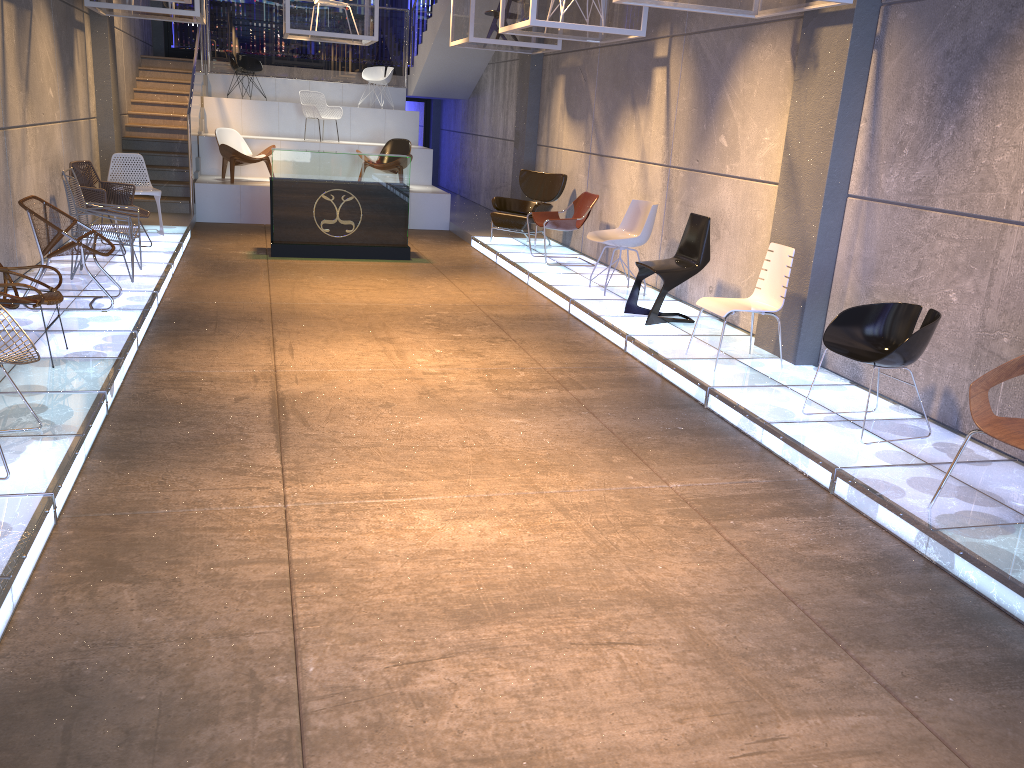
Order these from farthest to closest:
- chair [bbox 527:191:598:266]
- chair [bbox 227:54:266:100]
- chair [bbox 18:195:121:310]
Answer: chair [bbox 227:54:266:100]
chair [bbox 527:191:598:266]
chair [bbox 18:195:121:310]

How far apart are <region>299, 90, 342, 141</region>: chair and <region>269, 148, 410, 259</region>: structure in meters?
5.0

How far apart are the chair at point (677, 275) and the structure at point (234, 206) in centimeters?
637cm

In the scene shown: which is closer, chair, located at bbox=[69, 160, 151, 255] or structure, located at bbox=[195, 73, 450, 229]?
chair, located at bbox=[69, 160, 151, 255]

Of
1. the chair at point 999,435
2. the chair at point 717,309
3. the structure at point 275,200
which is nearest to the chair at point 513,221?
the structure at point 275,200

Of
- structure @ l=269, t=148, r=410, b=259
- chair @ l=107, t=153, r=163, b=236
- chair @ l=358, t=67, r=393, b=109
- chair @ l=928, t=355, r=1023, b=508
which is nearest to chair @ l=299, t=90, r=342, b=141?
chair @ l=358, t=67, r=393, b=109

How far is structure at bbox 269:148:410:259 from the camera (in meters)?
10.17

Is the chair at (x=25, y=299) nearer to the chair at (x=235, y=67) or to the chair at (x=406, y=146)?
the chair at (x=406, y=146)

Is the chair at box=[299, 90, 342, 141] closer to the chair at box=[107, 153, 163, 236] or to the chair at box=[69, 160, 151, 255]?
the chair at box=[107, 153, 163, 236]

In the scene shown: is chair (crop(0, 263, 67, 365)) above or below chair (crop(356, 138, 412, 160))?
below
